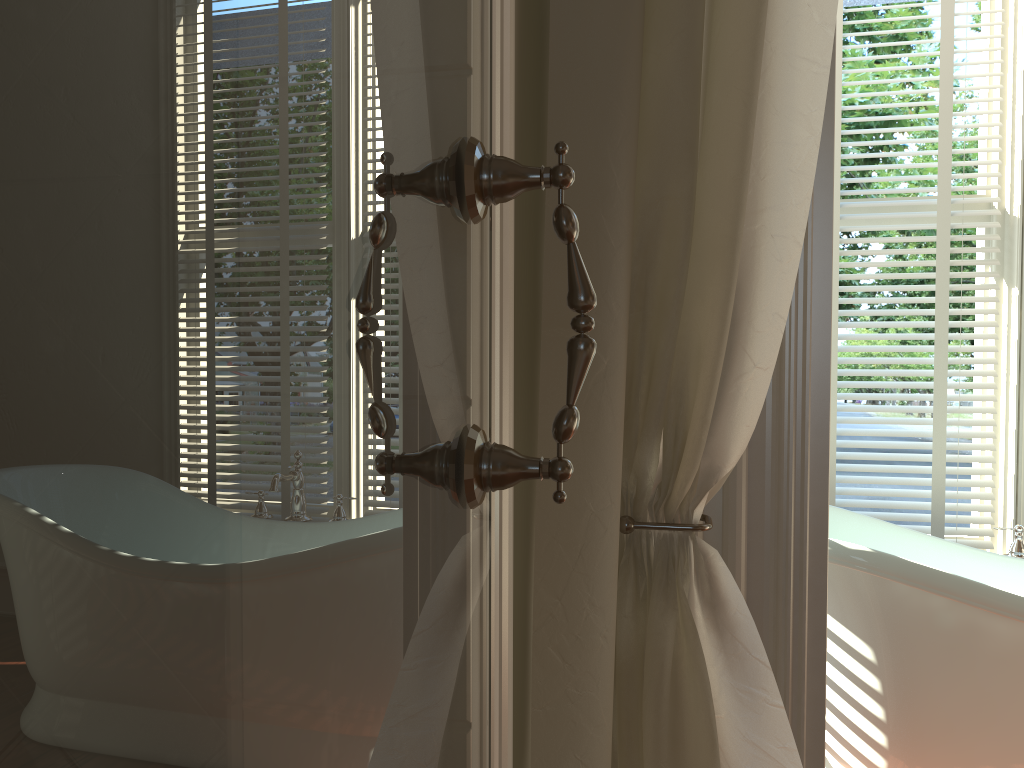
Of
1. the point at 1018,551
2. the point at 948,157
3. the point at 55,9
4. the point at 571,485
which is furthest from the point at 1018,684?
the point at 55,9

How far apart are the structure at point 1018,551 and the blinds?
0.2 meters

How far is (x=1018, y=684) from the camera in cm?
164

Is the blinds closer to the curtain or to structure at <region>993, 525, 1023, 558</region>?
structure at <region>993, 525, 1023, 558</region>

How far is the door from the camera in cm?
20

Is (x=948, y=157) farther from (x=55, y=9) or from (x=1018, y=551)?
(x=55, y=9)

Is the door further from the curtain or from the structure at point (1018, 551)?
the structure at point (1018, 551)

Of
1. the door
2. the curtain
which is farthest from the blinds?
the door

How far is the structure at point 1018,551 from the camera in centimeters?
217cm

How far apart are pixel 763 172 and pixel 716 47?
0.17m
